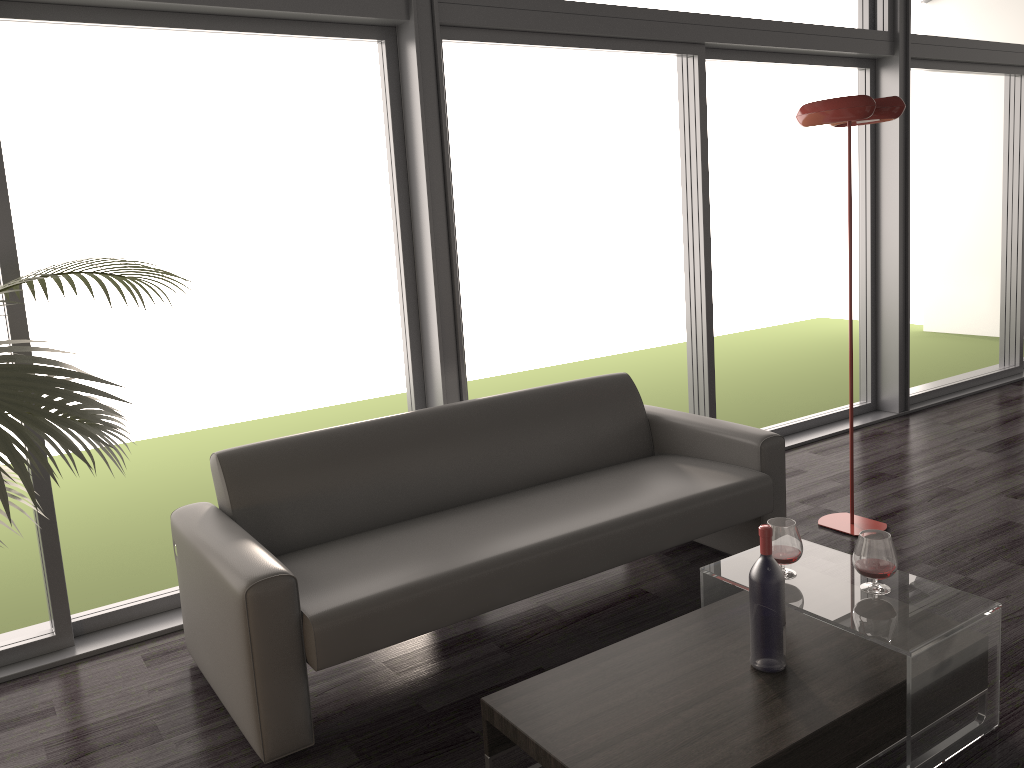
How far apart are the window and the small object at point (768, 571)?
1.84m

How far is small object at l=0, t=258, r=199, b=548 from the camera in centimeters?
168cm

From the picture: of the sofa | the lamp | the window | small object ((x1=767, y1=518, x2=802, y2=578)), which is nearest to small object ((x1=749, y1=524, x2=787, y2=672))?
small object ((x1=767, y1=518, x2=802, y2=578))

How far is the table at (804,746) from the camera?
1.97m

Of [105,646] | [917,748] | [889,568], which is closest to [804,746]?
[917,748]

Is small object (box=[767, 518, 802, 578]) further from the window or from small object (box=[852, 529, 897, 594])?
the window

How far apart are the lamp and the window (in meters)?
0.96

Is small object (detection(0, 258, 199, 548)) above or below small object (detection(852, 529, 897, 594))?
above

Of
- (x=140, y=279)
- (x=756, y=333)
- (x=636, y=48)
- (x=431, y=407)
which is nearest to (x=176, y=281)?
(x=140, y=279)

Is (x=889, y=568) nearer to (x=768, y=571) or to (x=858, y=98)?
(x=768, y=571)
